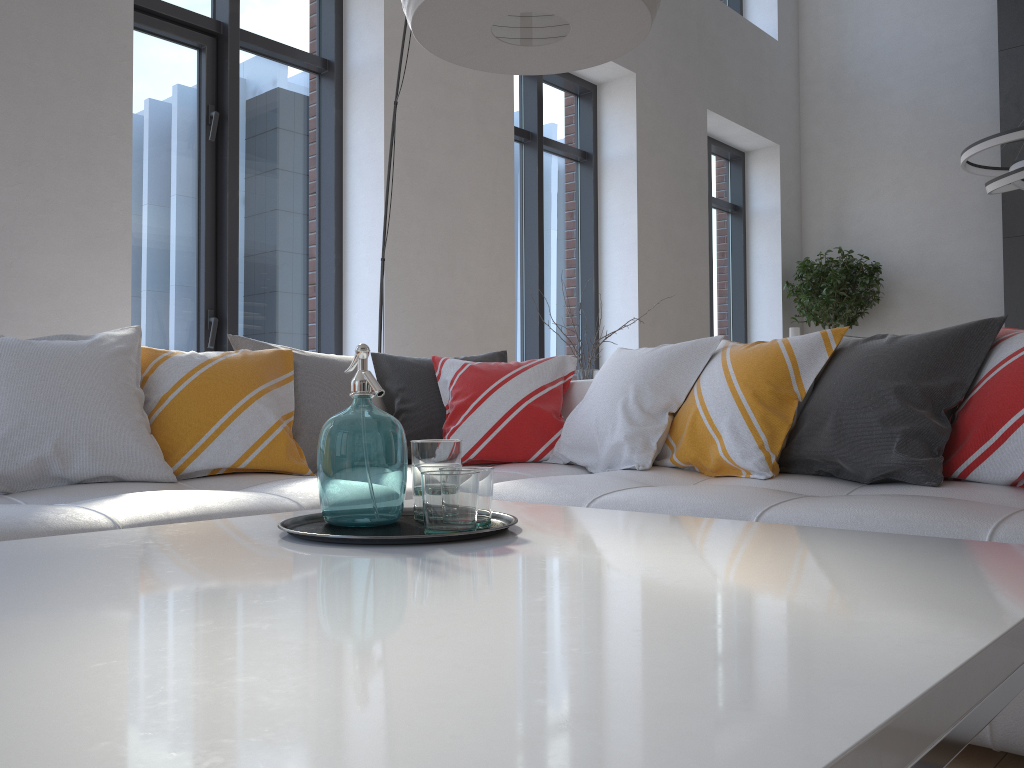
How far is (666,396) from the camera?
2.6m

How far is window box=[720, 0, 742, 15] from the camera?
8.2m

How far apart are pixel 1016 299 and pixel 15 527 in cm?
714

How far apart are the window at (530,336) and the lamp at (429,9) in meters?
3.7 m

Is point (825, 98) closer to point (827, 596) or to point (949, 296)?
point (949, 296)

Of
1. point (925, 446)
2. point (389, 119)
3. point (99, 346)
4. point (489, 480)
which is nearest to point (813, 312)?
point (389, 119)

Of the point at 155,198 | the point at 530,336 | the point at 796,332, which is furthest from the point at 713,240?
the point at 155,198

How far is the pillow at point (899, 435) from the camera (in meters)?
2.07

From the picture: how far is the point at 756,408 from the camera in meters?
2.4

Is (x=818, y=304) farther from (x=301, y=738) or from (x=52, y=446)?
(x=301, y=738)
